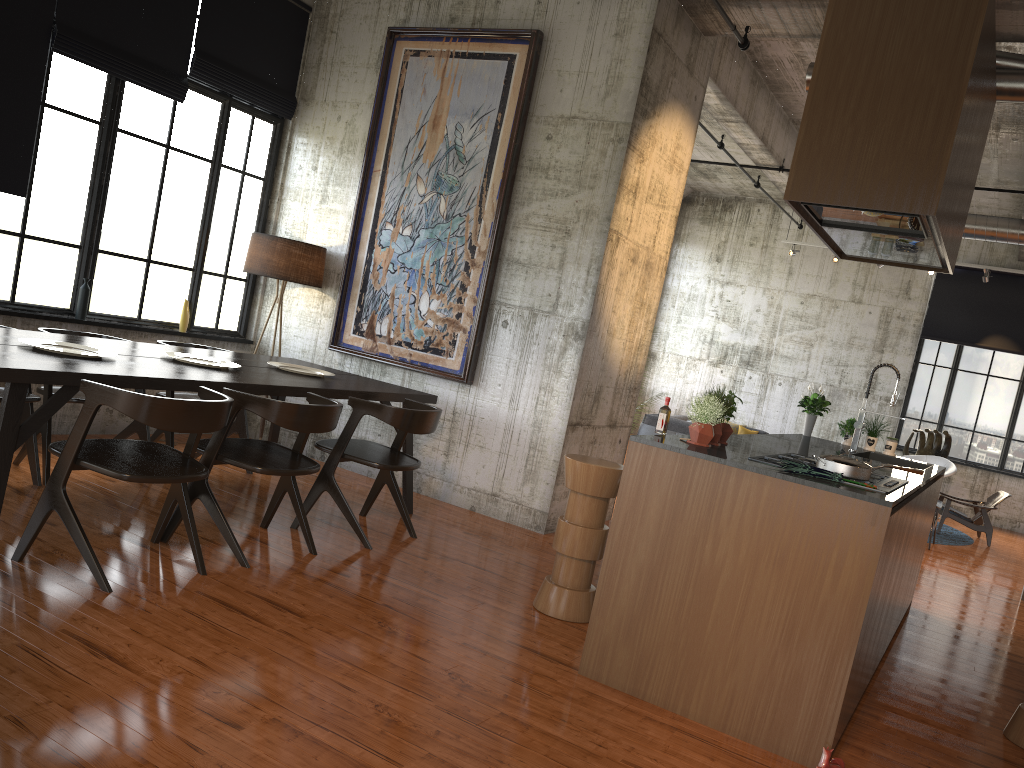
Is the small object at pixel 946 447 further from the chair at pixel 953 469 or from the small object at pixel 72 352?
the small object at pixel 72 352

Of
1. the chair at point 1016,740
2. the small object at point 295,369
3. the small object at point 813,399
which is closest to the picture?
the small object at point 295,369

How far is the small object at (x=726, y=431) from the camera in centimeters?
510cm

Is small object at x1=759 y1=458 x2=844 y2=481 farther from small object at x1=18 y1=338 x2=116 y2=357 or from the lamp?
the lamp

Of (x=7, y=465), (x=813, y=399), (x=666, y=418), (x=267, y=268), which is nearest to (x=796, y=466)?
(x=666, y=418)

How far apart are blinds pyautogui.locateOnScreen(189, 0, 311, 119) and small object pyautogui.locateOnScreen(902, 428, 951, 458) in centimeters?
1243cm

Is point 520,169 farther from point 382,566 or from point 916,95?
point 916,95

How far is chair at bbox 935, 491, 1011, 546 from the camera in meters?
12.8

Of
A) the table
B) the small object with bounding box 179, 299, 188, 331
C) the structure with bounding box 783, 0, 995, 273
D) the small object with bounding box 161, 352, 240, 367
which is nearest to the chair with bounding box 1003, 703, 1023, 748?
the structure with bounding box 783, 0, 995, 273

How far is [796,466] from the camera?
4.2m
